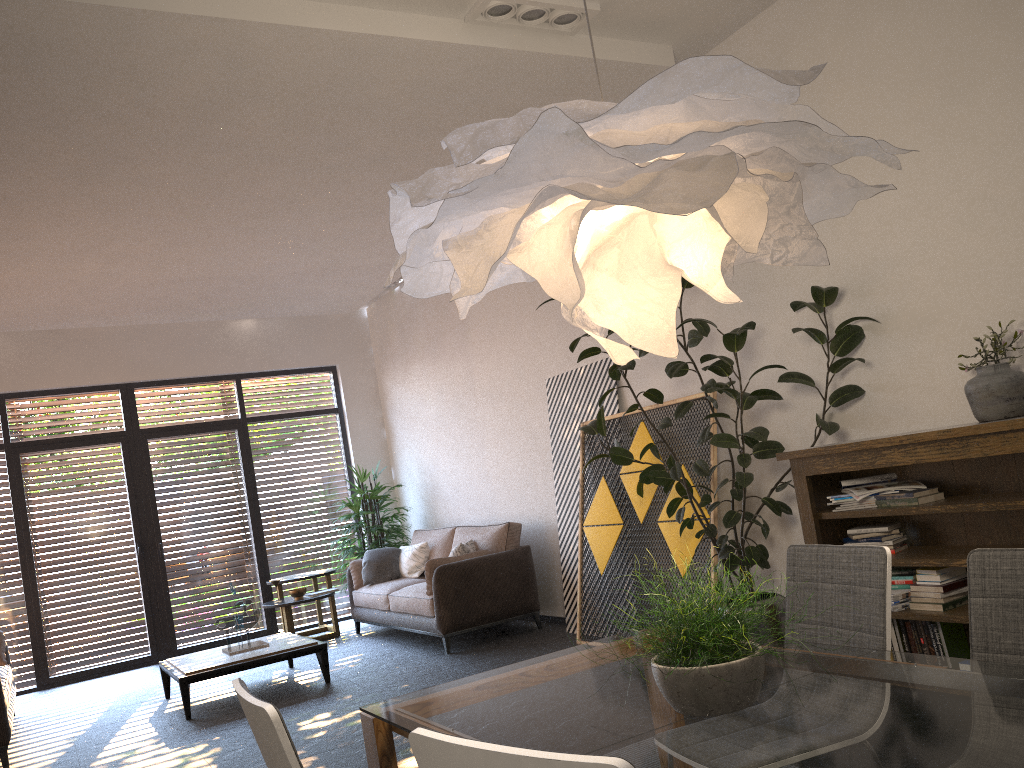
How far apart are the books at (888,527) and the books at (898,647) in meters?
0.4

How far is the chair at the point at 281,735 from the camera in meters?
1.6

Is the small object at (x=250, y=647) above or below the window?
below

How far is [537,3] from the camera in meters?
4.4 m

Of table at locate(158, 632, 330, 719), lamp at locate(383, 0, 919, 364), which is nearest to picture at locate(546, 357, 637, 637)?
table at locate(158, 632, 330, 719)

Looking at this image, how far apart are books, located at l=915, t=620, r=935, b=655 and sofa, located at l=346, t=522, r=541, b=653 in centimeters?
362cm

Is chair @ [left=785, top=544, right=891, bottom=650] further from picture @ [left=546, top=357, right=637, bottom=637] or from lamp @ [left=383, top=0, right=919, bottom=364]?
picture @ [left=546, top=357, right=637, bottom=637]

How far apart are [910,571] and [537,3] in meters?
3.3 m

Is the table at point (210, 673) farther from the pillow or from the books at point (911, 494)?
the books at point (911, 494)

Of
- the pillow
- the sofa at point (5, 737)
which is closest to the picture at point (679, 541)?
the pillow
